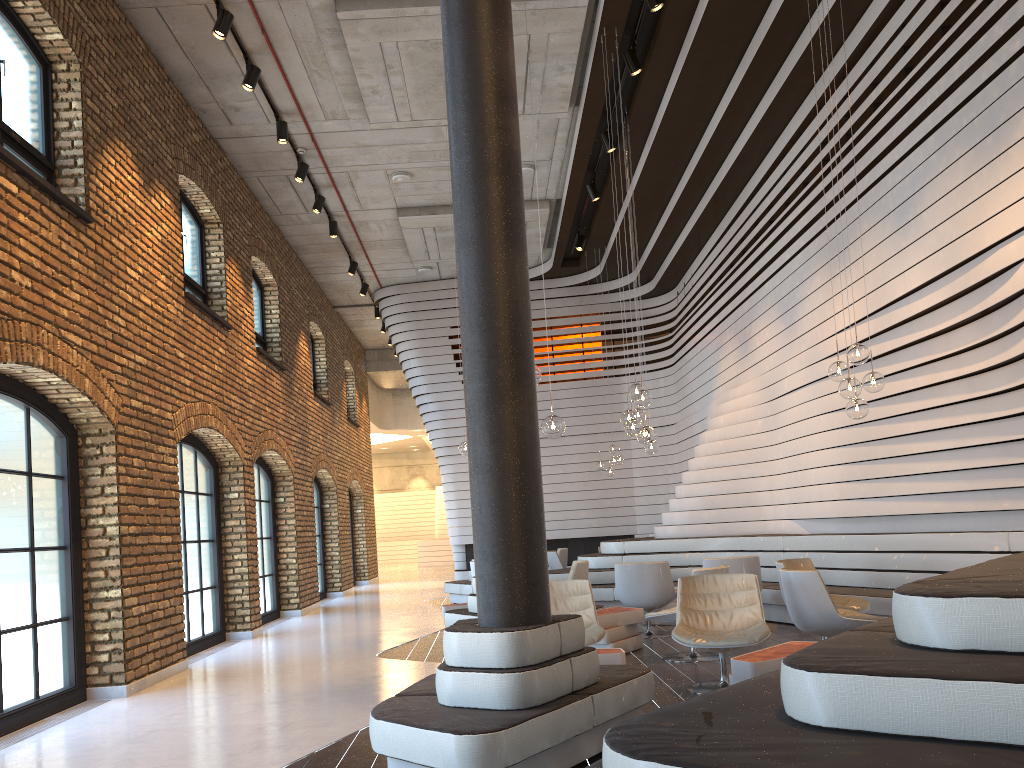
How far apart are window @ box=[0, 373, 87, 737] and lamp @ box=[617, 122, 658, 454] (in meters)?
6.04

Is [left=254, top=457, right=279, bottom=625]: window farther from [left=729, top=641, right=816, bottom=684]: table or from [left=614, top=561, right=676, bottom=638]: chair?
[left=729, top=641, right=816, bottom=684]: table

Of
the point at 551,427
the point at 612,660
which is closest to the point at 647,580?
the point at 551,427

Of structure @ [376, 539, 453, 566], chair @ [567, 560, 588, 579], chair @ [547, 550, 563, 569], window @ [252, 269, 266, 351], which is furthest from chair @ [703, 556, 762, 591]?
structure @ [376, 539, 453, 566]

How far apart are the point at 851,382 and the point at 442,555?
23.8m

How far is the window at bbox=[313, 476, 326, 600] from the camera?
17.30m

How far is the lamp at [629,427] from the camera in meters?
8.2 m

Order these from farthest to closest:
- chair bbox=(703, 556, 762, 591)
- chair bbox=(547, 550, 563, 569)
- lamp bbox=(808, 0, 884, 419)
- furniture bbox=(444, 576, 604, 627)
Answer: chair bbox=(547, 550, 563, 569), furniture bbox=(444, 576, 604, 627), chair bbox=(703, 556, 762, 591), lamp bbox=(808, 0, 884, 419)

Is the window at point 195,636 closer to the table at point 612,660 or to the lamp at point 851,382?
the table at point 612,660

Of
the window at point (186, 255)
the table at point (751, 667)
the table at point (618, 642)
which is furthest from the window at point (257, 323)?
the table at point (751, 667)
